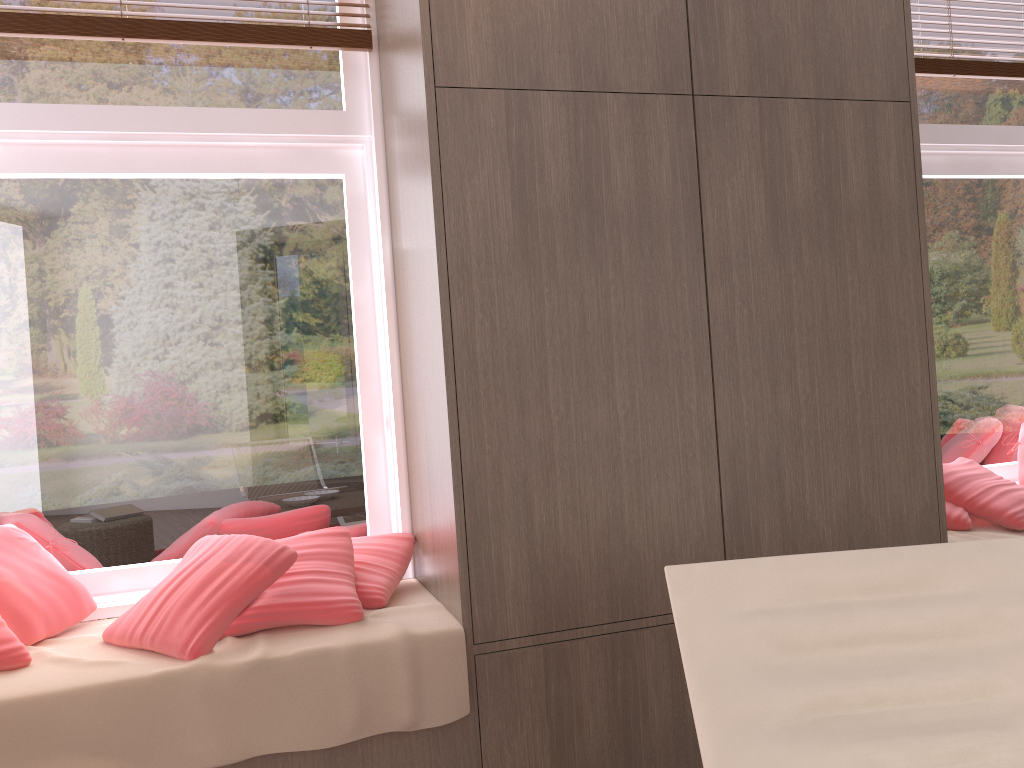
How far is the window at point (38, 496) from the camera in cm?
247

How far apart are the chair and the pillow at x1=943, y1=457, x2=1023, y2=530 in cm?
129

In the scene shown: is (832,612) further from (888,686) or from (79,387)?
(79,387)

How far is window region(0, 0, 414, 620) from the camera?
2.5 meters

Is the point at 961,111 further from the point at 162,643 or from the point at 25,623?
the point at 25,623

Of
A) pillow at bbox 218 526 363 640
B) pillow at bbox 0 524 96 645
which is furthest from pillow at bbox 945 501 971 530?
pillow at bbox 0 524 96 645

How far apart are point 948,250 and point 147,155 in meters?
2.9 m

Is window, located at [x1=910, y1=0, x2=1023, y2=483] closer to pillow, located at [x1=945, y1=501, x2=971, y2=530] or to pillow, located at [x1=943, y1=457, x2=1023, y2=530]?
pillow, located at [x1=943, y1=457, x2=1023, y2=530]

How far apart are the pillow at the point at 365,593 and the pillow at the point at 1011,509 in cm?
171

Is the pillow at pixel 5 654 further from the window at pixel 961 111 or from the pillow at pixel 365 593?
A: the window at pixel 961 111
